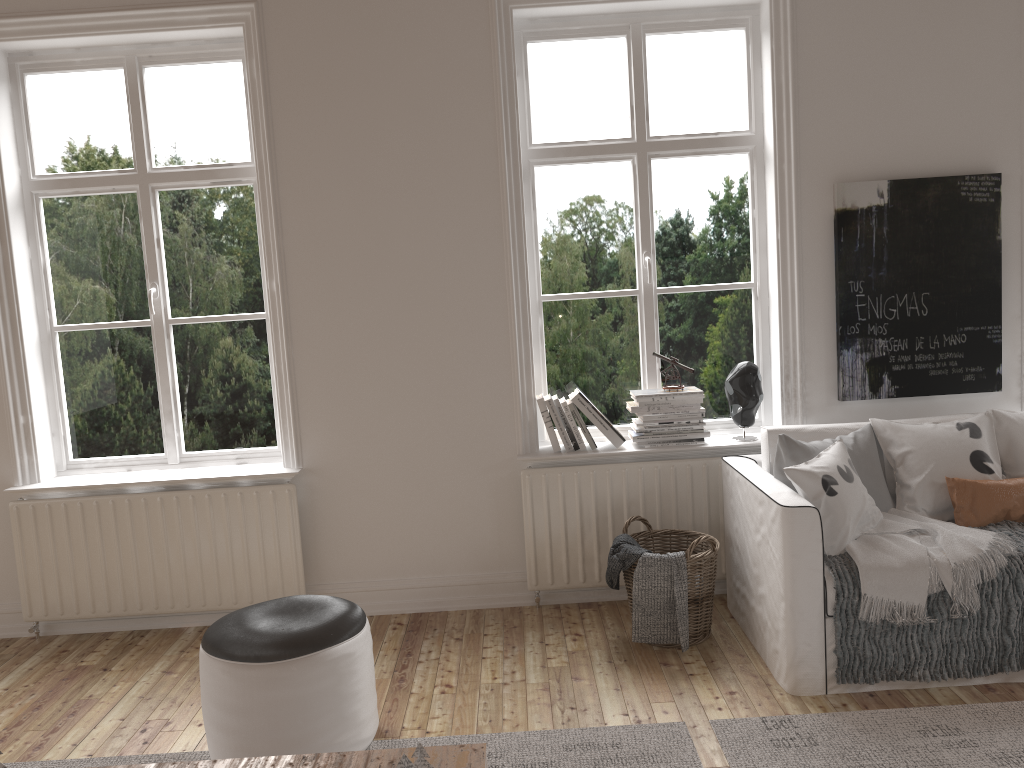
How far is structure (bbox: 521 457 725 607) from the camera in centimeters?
374cm

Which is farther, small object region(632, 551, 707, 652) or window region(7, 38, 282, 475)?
window region(7, 38, 282, 475)

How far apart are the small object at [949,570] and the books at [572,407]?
1.2m

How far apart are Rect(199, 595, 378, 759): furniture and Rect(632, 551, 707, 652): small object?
1.1 meters

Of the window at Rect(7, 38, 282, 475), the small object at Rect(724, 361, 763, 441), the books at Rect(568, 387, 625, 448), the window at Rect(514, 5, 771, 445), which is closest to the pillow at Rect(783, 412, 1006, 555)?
the small object at Rect(724, 361, 763, 441)

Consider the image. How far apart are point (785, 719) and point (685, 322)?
1.79m

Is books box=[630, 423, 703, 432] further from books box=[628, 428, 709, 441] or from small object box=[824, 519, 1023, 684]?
small object box=[824, 519, 1023, 684]

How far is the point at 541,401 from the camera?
3.8m

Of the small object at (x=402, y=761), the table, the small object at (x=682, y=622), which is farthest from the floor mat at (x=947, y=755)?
the small object at (x=402, y=761)

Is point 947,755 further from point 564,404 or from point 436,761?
point 564,404
